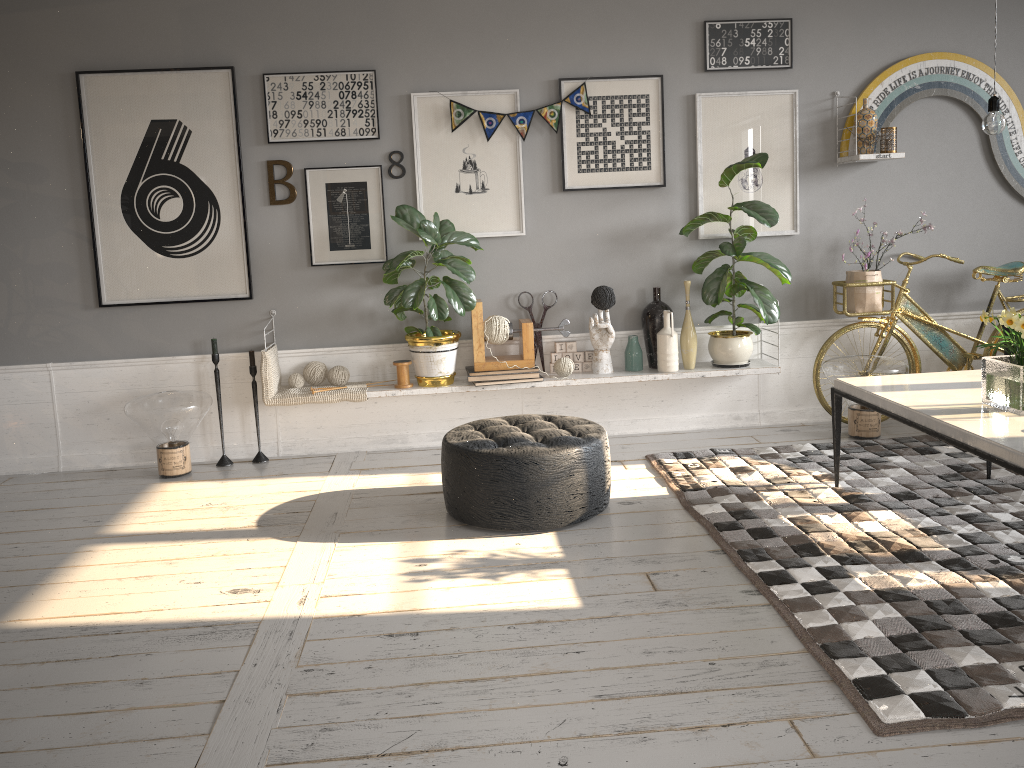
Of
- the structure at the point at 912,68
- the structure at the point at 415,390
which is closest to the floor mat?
the structure at the point at 415,390

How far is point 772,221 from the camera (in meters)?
4.62

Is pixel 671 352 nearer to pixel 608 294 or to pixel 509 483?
pixel 608 294

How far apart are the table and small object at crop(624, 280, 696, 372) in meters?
1.1

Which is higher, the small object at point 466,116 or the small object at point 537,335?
the small object at point 466,116

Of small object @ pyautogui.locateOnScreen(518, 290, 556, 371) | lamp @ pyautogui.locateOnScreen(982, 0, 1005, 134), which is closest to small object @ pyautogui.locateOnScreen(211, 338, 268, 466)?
small object @ pyautogui.locateOnScreen(518, 290, 556, 371)

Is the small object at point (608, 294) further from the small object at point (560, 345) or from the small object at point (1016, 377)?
the small object at point (1016, 377)

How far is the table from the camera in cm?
276

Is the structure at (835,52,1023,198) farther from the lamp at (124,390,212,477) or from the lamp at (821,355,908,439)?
the lamp at (124,390,212,477)

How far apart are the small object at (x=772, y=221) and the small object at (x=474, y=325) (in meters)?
0.75
